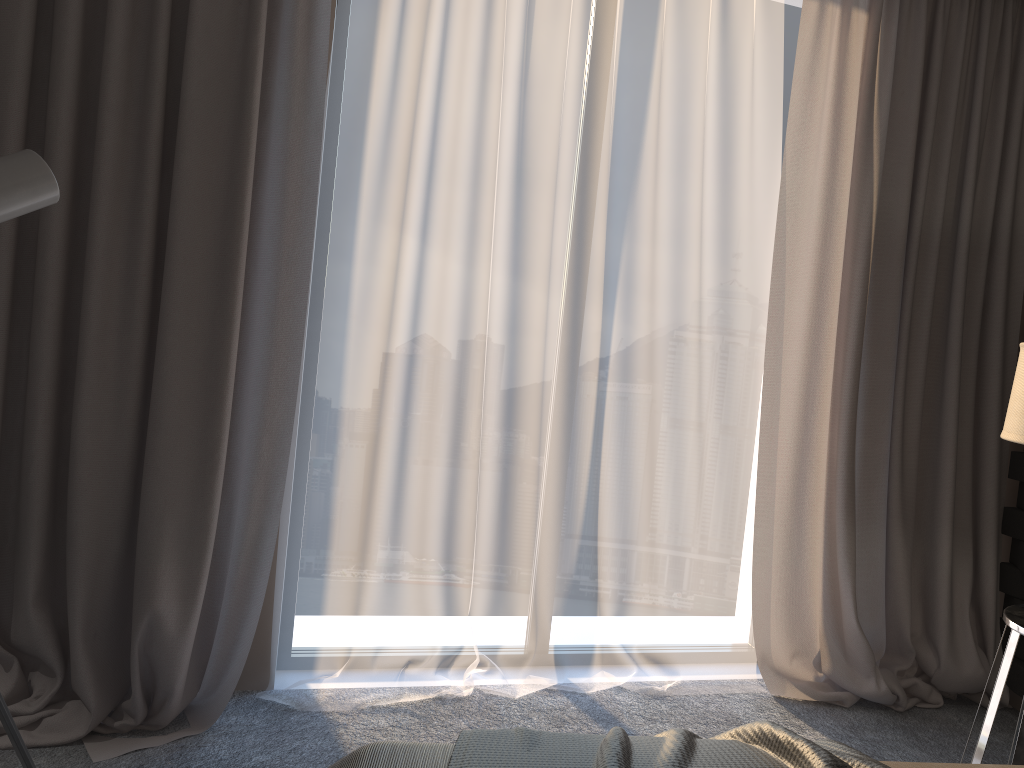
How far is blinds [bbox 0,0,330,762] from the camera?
2.3m

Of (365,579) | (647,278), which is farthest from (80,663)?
(647,278)

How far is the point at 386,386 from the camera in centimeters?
267cm

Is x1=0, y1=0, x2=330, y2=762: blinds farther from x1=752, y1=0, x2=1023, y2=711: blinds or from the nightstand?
the nightstand

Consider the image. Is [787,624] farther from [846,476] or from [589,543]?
[589,543]

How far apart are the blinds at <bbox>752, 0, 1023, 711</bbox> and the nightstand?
0.6m

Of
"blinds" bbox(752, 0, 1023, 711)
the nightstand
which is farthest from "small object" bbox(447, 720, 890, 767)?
"blinds" bbox(752, 0, 1023, 711)

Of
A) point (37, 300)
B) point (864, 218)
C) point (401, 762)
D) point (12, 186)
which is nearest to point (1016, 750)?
point (401, 762)

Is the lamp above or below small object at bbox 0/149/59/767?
below

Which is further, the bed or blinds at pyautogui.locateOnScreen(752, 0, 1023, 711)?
blinds at pyautogui.locateOnScreen(752, 0, 1023, 711)
